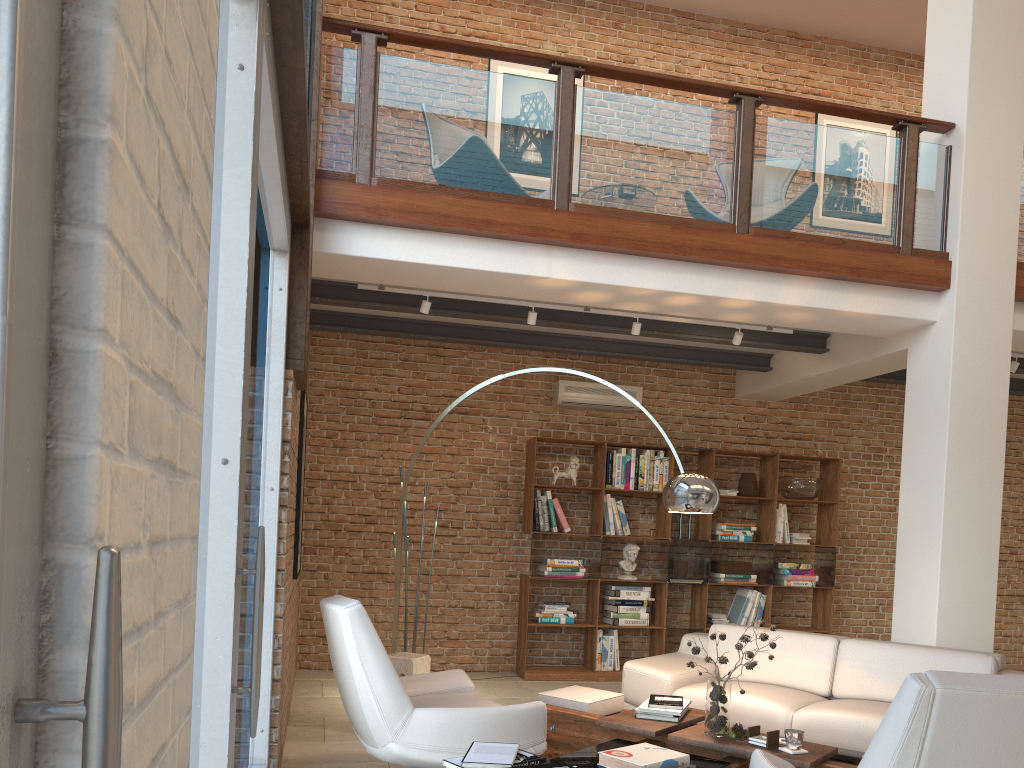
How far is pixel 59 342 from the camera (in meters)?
0.62

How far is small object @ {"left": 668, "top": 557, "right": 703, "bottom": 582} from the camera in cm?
796

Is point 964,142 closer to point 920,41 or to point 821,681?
point 821,681

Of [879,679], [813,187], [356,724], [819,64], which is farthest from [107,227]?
[819,64]

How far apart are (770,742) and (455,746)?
1.4m

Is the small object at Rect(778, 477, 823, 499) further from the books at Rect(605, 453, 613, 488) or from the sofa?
the sofa

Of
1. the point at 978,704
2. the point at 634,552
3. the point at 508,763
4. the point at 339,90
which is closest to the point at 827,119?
the point at 634,552

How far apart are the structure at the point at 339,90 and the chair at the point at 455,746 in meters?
2.2

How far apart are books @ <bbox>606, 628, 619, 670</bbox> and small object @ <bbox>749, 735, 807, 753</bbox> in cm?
389

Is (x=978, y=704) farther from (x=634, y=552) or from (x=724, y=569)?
(x=724, y=569)
